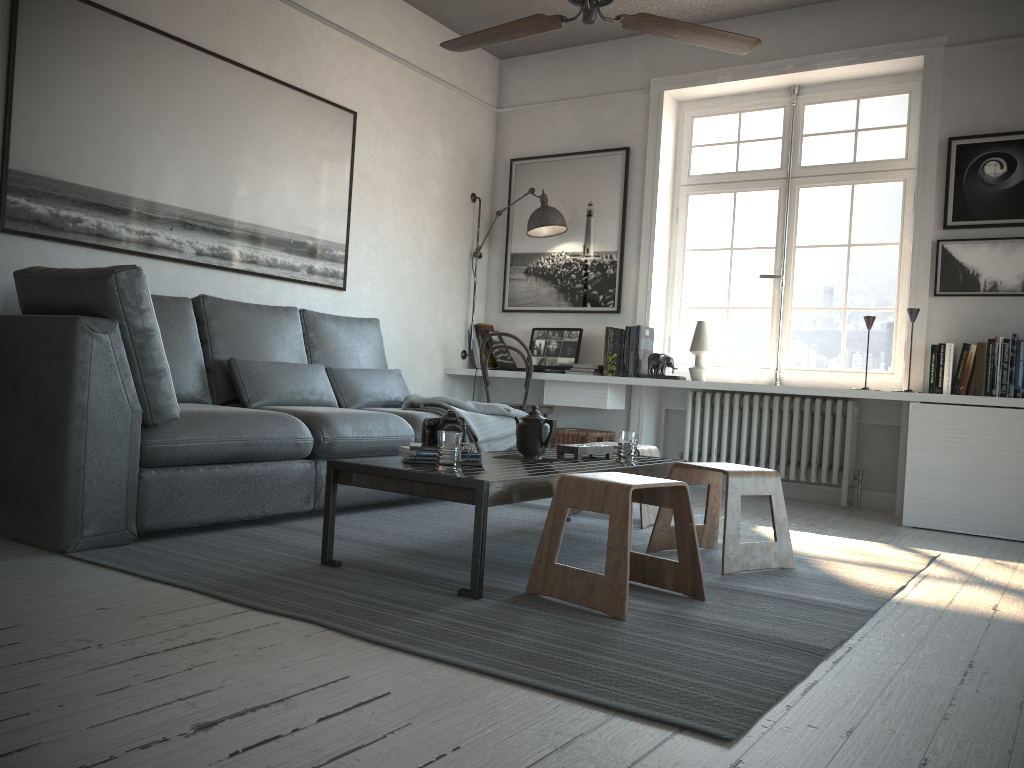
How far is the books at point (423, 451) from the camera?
2.76m

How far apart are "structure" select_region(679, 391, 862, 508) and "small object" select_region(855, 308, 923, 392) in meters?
0.5

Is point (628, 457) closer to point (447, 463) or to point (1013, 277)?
point (447, 463)

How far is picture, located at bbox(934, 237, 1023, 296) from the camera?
4.5m

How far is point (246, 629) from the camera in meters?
2.0

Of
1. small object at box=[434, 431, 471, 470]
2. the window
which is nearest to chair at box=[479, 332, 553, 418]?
the window

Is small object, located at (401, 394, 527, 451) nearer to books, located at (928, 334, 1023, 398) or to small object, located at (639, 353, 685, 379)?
small object, located at (639, 353, 685, 379)

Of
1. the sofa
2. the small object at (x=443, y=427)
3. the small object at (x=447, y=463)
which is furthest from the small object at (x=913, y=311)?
the small object at (x=447, y=463)

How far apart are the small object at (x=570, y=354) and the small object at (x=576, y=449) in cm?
211

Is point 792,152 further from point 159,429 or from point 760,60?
point 159,429
